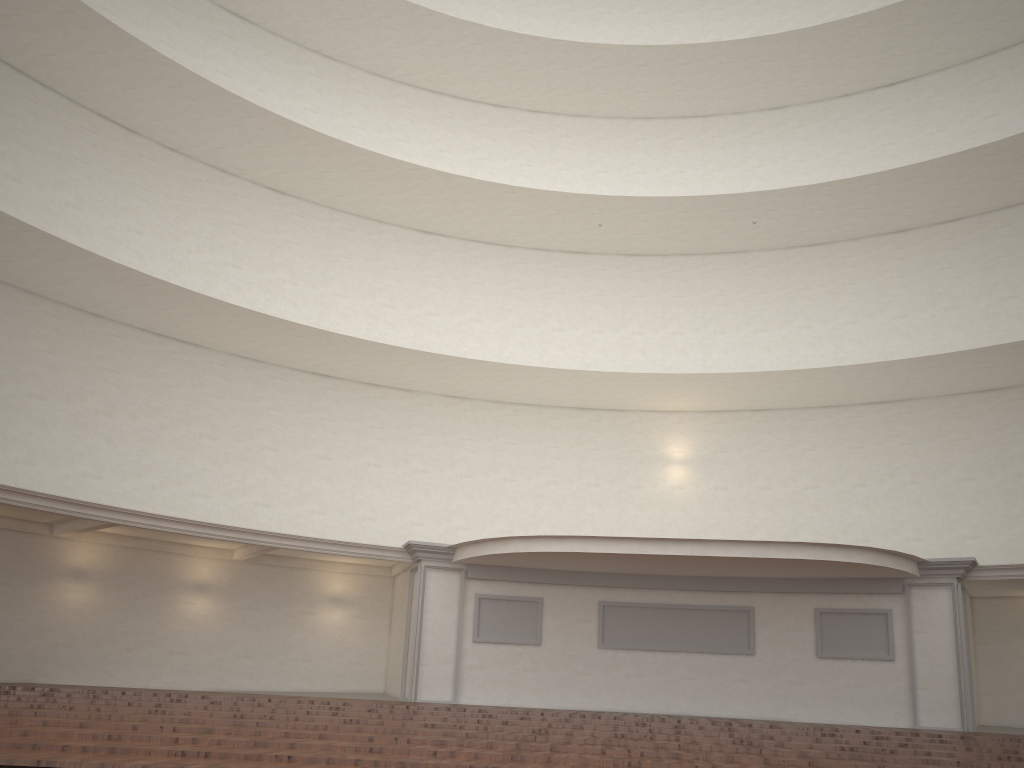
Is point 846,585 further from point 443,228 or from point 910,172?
point 443,228
